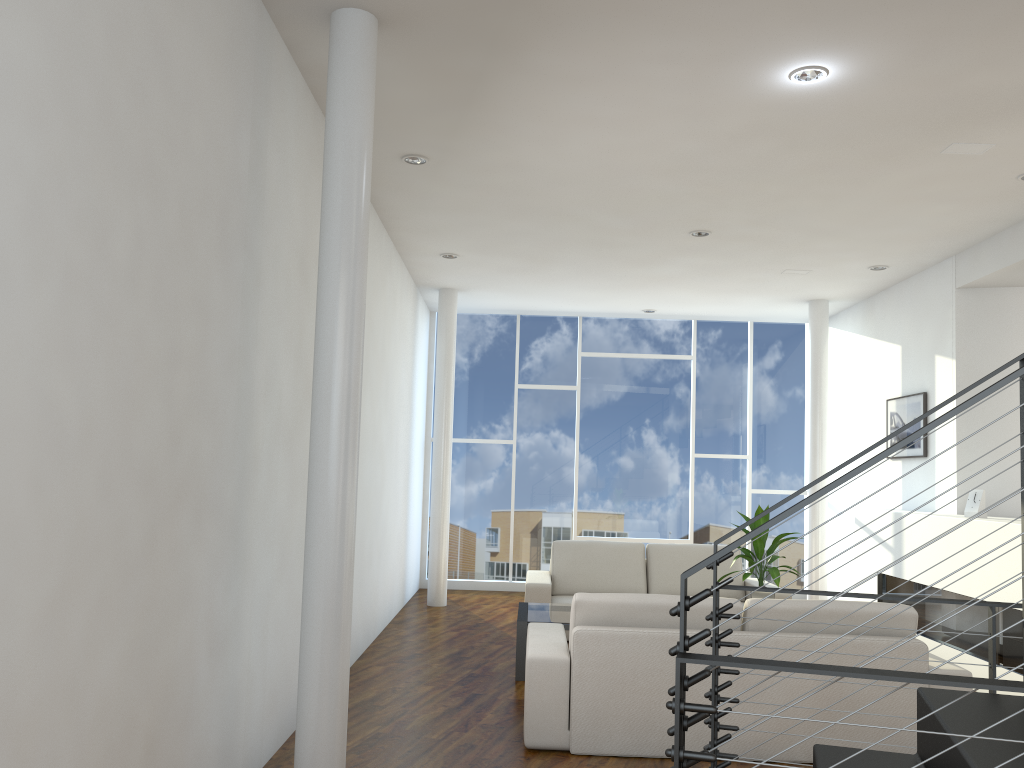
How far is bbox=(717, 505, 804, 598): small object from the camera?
4.4 meters

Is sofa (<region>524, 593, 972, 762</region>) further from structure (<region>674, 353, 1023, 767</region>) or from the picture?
the picture

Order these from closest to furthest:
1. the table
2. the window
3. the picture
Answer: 1. the table
2. the picture
3. the window

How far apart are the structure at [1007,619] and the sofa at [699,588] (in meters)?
0.72

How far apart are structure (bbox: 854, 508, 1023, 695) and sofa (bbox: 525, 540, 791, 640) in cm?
72

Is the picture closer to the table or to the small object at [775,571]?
the small object at [775,571]

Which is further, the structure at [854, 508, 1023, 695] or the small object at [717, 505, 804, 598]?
the small object at [717, 505, 804, 598]

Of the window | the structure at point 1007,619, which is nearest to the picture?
the structure at point 1007,619

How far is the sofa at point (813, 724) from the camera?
3.1 meters

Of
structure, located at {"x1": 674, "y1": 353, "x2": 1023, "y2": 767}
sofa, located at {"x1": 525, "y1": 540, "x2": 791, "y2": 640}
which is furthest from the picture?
structure, located at {"x1": 674, "y1": 353, "x2": 1023, "y2": 767}
